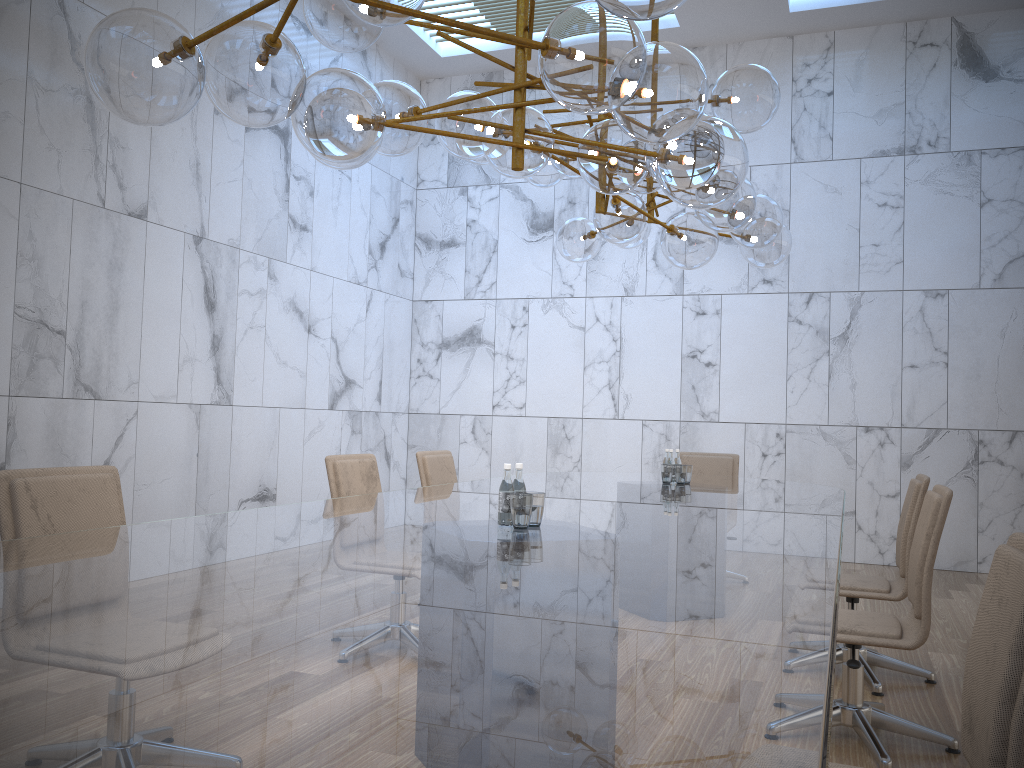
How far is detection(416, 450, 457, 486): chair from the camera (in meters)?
5.39

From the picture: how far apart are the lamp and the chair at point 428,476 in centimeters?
148cm

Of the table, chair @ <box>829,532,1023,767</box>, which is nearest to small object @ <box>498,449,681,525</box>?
the table

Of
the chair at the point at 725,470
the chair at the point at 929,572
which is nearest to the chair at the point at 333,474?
the chair at the point at 929,572

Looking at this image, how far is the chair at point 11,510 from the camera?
2.7 meters

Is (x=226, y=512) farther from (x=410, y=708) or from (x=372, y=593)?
(x=410, y=708)

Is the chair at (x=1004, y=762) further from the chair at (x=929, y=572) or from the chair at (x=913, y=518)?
the chair at (x=913, y=518)

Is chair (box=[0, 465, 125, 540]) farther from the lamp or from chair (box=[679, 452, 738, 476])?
chair (box=[679, 452, 738, 476])

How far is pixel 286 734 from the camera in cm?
100

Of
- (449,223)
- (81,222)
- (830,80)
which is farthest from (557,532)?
(449,223)
